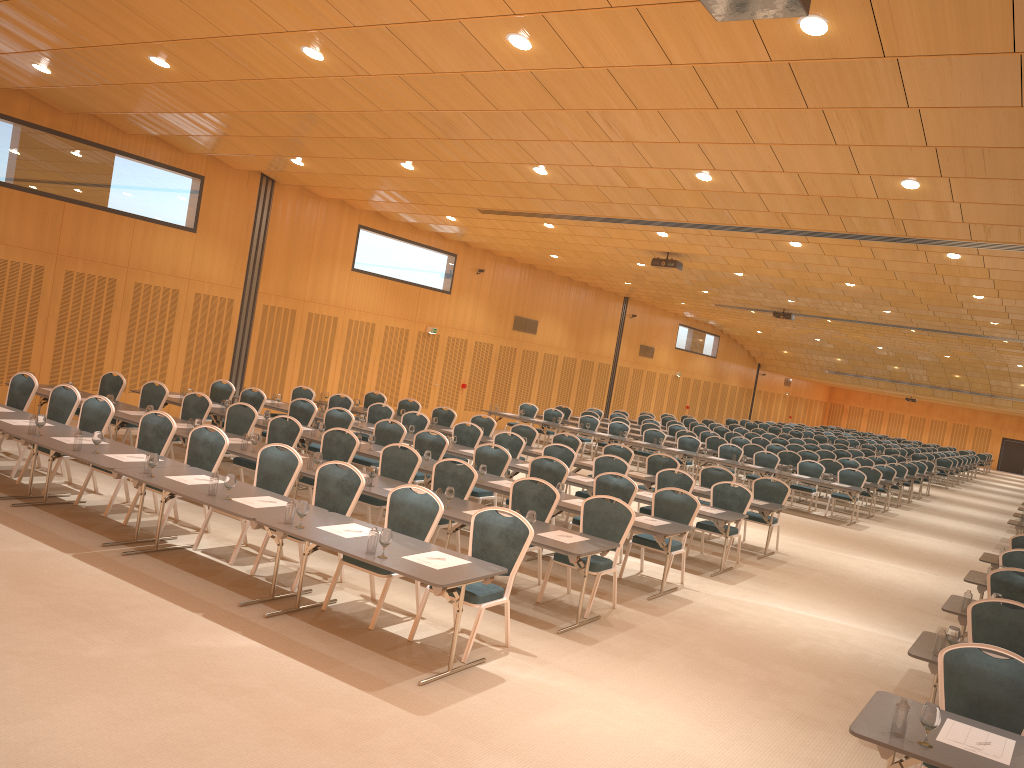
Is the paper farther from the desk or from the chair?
the chair

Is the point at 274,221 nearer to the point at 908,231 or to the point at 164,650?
the point at 908,231

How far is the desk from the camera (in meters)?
4.57

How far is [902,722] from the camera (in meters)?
4.59

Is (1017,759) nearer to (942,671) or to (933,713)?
(933,713)

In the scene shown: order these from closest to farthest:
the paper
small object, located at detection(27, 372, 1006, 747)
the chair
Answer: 1. small object, located at detection(27, 372, 1006, 747)
2. the paper
3. the chair

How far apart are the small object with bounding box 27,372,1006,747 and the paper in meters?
0.2

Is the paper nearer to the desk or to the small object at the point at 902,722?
the desk

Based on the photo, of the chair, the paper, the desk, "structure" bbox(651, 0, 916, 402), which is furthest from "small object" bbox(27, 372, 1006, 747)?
"structure" bbox(651, 0, 916, 402)

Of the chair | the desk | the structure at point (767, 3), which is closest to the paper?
the desk
